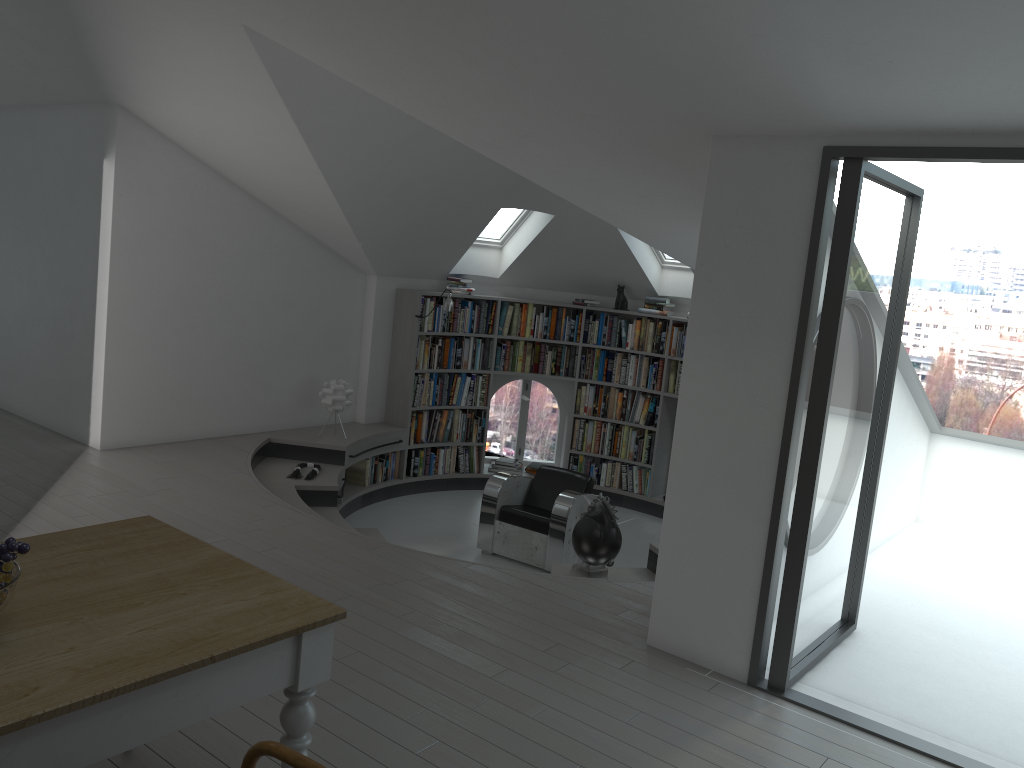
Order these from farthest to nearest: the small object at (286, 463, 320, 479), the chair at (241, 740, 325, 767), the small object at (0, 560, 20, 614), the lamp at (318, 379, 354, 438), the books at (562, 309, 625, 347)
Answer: the books at (562, 309, 625, 347), the lamp at (318, 379, 354, 438), the small object at (286, 463, 320, 479), the small object at (0, 560, 20, 614), the chair at (241, 740, 325, 767)

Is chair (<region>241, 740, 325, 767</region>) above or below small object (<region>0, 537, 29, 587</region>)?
below

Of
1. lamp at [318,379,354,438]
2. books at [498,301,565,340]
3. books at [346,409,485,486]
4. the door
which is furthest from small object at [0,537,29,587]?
books at [498,301,565,340]

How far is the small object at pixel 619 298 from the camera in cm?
922

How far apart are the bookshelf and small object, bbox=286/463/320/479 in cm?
145

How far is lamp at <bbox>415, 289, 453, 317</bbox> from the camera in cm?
844

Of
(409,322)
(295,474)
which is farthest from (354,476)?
(409,322)

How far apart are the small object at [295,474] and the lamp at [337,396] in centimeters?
65cm

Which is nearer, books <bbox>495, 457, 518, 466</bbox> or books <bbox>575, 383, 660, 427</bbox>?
books <bbox>575, 383, 660, 427</bbox>

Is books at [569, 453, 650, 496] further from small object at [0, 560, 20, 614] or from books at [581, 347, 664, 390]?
small object at [0, 560, 20, 614]
